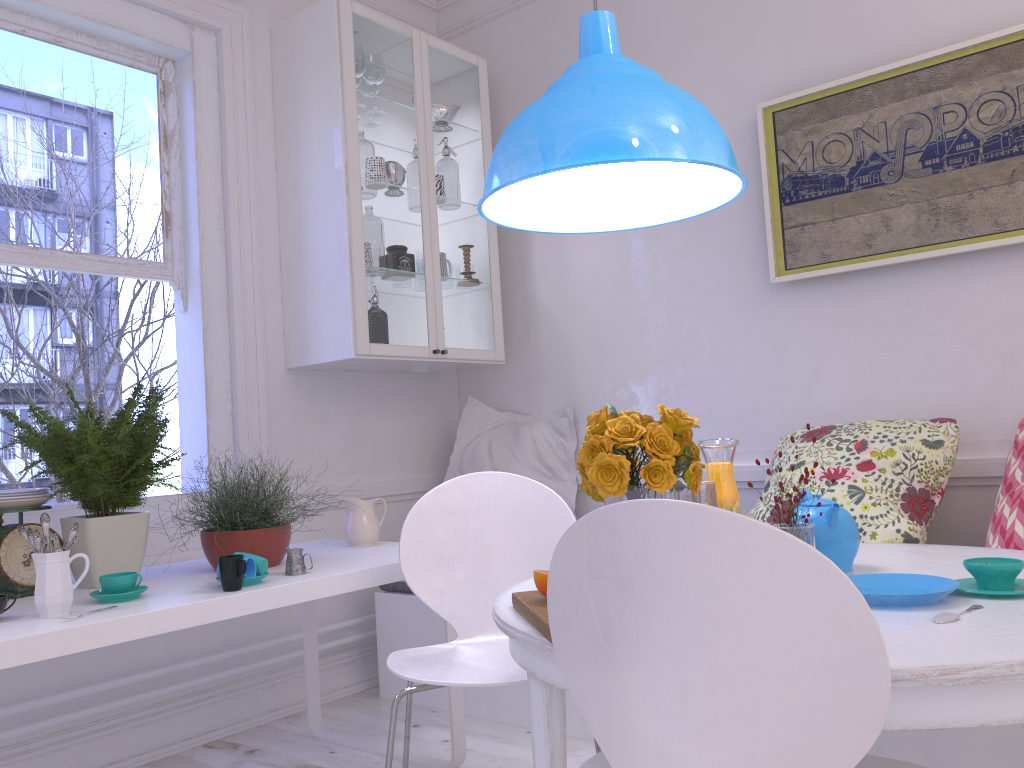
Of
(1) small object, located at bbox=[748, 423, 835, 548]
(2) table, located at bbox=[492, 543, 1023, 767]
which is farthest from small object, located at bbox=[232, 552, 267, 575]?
(1) small object, located at bbox=[748, 423, 835, 548]

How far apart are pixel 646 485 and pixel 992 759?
1.2m

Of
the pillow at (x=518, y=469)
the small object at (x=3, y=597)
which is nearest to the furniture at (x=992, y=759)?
the pillow at (x=518, y=469)

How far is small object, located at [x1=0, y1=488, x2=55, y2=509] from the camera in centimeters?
212cm

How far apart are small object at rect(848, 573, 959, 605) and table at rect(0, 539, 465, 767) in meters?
1.2 m

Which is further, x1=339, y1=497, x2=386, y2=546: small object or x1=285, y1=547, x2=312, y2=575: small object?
Result: x1=339, y1=497, x2=386, y2=546: small object

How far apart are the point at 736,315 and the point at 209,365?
1.9 meters

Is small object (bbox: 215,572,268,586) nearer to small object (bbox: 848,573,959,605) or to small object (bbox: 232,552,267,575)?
small object (bbox: 232,552,267,575)

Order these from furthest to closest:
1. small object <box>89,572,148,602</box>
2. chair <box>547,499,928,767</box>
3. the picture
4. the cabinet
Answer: the cabinet < the picture < small object <box>89,572,148,602</box> < chair <box>547,499,928,767</box>

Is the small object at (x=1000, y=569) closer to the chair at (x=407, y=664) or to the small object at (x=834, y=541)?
the small object at (x=834, y=541)
